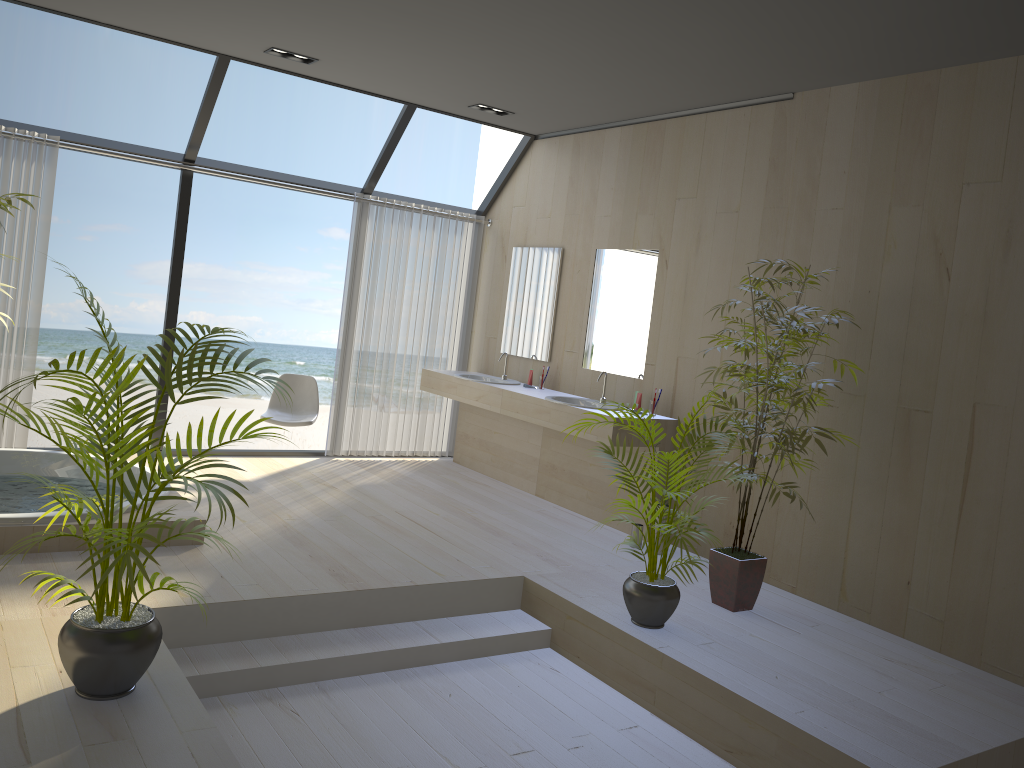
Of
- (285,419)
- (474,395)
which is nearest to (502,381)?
(474,395)

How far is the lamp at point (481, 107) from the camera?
6.3 meters

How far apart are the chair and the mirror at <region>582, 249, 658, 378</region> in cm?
199

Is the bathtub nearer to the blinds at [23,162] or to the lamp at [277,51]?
the blinds at [23,162]

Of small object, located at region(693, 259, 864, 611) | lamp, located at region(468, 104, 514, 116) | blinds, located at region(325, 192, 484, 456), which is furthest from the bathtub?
lamp, located at region(468, 104, 514, 116)

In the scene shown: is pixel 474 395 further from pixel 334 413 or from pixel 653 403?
pixel 653 403

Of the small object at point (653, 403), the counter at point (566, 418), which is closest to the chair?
the counter at point (566, 418)

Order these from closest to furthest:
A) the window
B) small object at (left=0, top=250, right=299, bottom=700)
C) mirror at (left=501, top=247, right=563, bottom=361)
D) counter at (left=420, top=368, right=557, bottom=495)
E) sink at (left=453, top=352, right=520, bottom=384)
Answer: small object at (left=0, top=250, right=299, bottom=700), the window, counter at (left=420, top=368, right=557, bottom=495), mirror at (left=501, top=247, right=563, bottom=361), sink at (left=453, top=352, right=520, bottom=384)

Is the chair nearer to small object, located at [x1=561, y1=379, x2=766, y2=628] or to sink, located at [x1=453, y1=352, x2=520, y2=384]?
sink, located at [x1=453, y1=352, x2=520, y2=384]

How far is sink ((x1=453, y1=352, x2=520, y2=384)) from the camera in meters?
6.9
